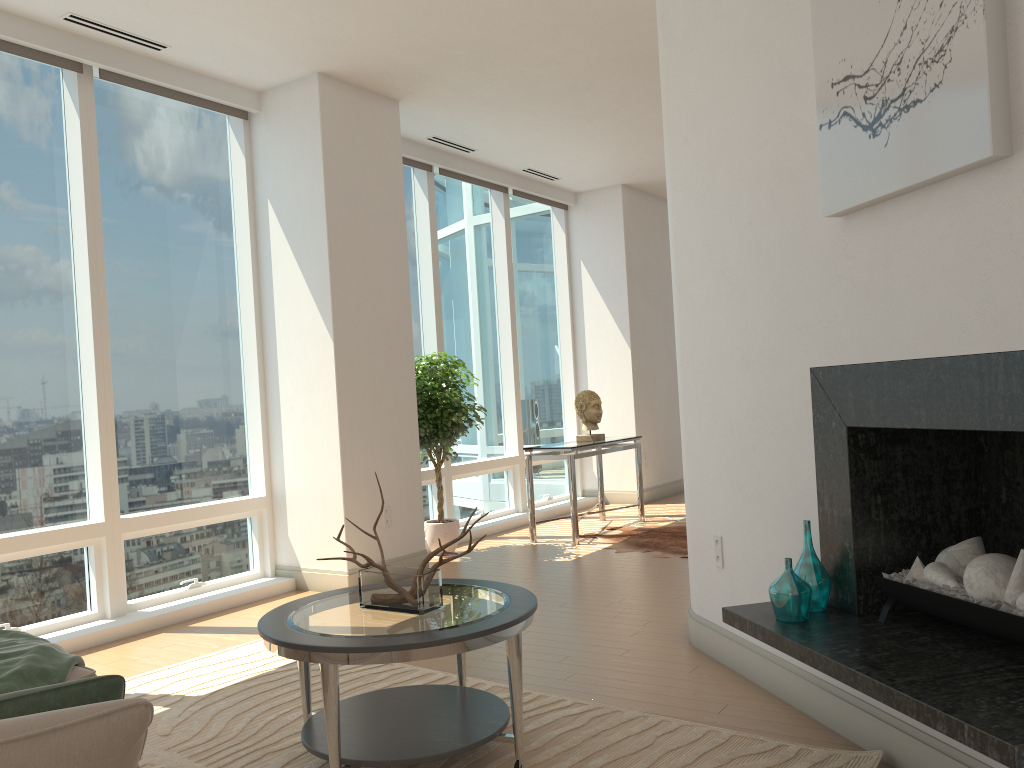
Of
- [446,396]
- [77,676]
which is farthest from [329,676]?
[446,396]

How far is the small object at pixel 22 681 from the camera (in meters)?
2.64

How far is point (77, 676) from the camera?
2.8m

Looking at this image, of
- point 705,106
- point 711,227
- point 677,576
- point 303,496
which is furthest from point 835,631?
point 303,496

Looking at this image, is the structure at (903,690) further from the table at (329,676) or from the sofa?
the sofa

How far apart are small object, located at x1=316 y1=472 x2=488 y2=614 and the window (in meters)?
2.51

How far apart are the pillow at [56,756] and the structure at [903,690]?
1.7m

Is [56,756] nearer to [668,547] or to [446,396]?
[446,396]

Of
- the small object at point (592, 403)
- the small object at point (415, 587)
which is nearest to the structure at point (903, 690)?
the small object at point (415, 587)

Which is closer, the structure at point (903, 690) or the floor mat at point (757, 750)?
the structure at point (903, 690)
